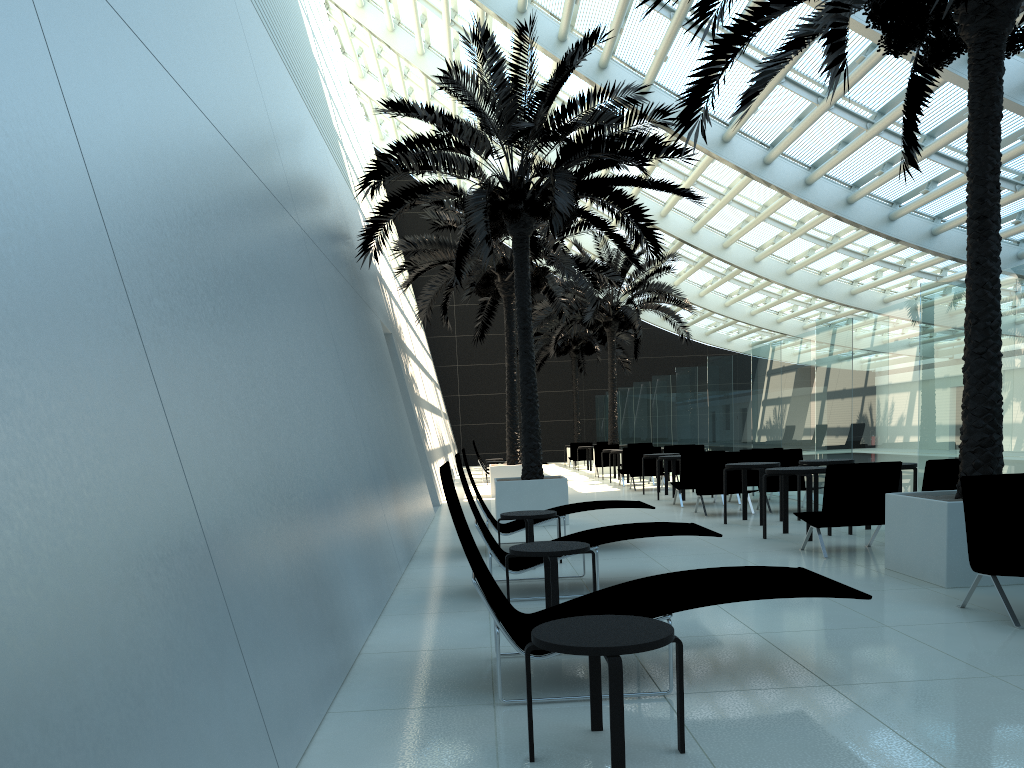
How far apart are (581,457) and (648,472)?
11.4 meters

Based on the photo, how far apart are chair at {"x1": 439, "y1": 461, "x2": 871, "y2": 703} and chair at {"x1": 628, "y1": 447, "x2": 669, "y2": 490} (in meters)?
13.67

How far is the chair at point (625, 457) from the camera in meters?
19.6

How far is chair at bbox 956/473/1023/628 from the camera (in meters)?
5.61

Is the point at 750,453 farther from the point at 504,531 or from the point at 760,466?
the point at 504,531

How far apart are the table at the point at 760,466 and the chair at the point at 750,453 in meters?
2.7

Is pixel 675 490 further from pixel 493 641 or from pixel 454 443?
pixel 454 443

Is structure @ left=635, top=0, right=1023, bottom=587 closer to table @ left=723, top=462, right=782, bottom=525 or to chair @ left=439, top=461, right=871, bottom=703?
chair @ left=439, top=461, right=871, bottom=703

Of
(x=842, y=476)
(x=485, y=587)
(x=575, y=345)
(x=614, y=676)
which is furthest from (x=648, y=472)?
(x=614, y=676)

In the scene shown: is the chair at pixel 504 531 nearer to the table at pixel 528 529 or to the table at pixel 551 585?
the table at pixel 528 529
